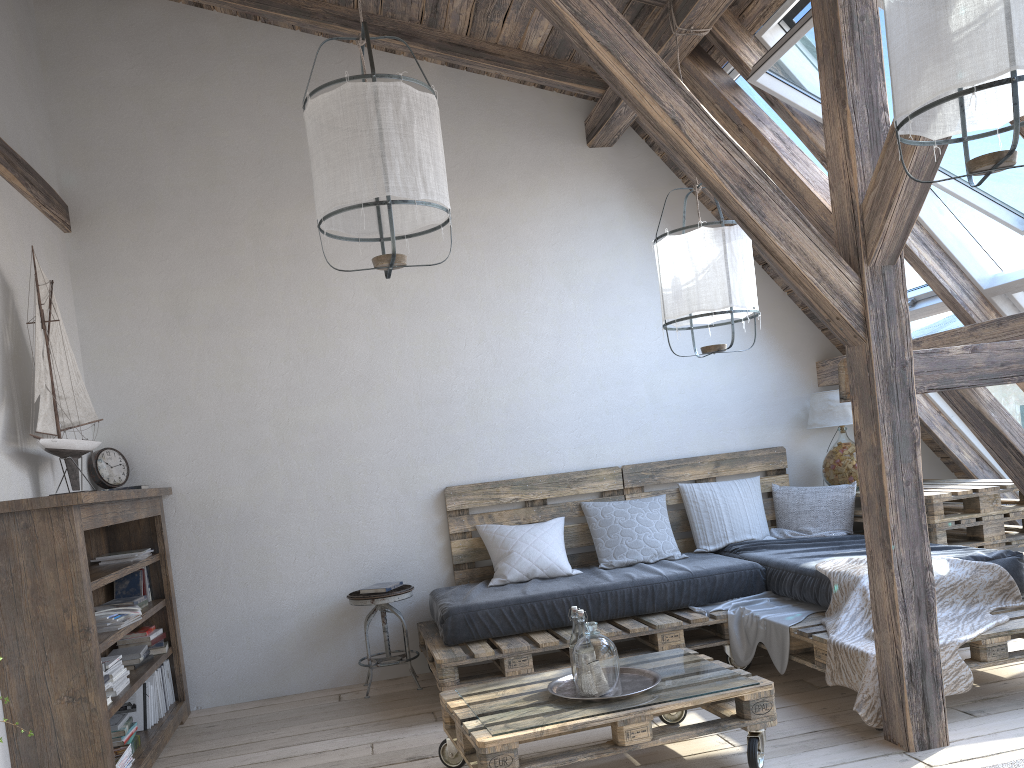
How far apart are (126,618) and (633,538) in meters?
2.5 m

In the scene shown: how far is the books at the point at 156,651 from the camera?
4.15m

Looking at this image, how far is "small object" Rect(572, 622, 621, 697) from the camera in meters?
2.8

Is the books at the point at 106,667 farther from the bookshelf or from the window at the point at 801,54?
the window at the point at 801,54

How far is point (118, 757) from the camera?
3.2 meters

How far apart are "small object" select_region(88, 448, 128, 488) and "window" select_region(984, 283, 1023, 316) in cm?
425

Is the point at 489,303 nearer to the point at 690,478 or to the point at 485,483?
the point at 485,483

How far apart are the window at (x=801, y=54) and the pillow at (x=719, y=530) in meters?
1.3

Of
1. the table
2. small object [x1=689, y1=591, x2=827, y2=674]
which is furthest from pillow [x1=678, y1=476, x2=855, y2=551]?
small object [x1=689, y1=591, x2=827, y2=674]

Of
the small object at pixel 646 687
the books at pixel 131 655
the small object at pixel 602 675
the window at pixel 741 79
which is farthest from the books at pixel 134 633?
the window at pixel 741 79
